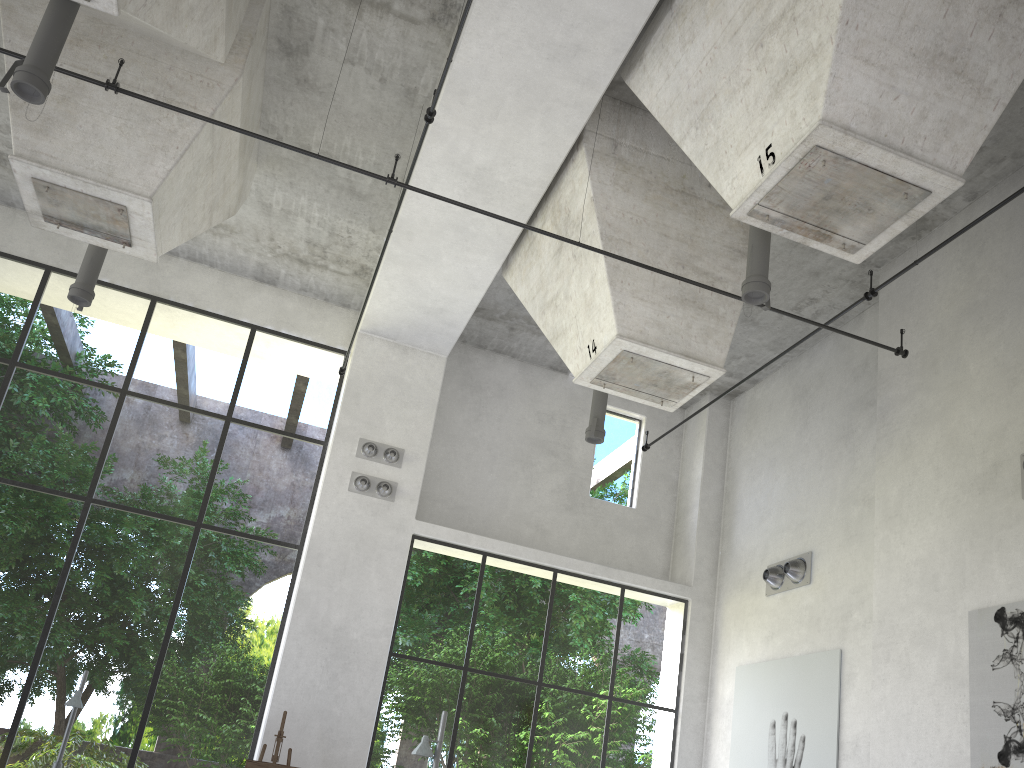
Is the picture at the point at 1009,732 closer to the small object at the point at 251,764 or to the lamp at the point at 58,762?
the small object at the point at 251,764

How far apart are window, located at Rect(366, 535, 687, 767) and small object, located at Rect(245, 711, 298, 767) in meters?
1.3

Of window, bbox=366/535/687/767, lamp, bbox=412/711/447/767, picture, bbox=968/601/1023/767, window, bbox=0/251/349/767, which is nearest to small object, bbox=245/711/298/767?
window, bbox=0/251/349/767

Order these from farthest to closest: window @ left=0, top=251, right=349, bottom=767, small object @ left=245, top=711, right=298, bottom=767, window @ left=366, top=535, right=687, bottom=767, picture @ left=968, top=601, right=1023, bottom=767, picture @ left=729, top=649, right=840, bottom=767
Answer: window @ left=366, top=535, right=687, bottom=767 → window @ left=0, top=251, right=349, bottom=767 → picture @ left=729, top=649, right=840, bottom=767 → small object @ left=245, top=711, right=298, bottom=767 → picture @ left=968, top=601, right=1023, bottom=767

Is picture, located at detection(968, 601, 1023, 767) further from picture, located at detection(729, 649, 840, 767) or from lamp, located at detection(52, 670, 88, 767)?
lamp, located at detection(52, 670, 88, 767)

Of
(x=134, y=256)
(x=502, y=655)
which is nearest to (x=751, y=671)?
(x=134, y=256)

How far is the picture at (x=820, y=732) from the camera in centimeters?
1042cm

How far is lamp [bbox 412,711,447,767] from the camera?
7.5m

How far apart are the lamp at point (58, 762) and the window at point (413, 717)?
3.6 meters

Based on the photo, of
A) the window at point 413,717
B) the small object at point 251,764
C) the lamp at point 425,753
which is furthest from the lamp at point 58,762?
the lamp at point 425,753
